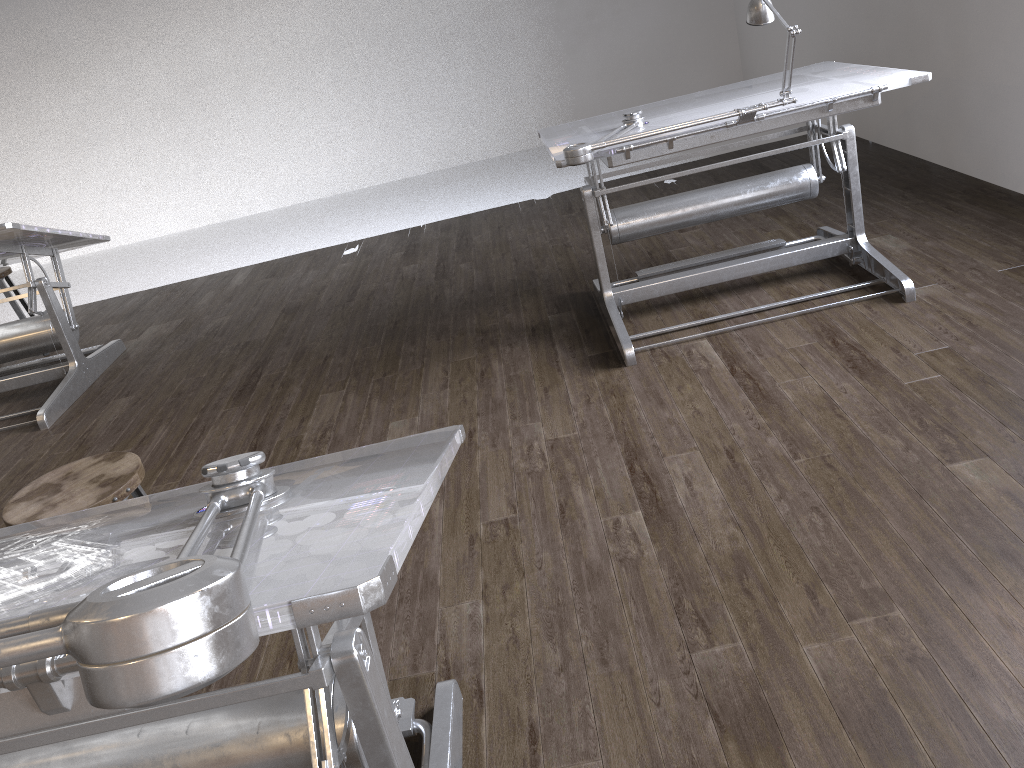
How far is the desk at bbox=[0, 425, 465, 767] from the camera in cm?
59

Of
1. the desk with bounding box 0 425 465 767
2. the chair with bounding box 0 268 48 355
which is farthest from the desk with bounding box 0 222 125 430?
the desk with bounding box 0 425 465 767

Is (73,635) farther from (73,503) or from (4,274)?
(4,274)

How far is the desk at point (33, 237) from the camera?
4.1m

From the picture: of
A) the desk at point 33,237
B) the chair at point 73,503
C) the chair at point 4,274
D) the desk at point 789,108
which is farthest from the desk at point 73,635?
the chair at point 4,274

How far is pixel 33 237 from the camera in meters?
4.1 m

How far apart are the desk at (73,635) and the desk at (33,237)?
2.6m

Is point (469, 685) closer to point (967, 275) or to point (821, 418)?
point (821, 418)

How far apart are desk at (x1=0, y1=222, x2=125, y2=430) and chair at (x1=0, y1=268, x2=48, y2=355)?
0.45m

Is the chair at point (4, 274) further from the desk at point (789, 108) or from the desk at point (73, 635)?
the desk at point (73, 635)
